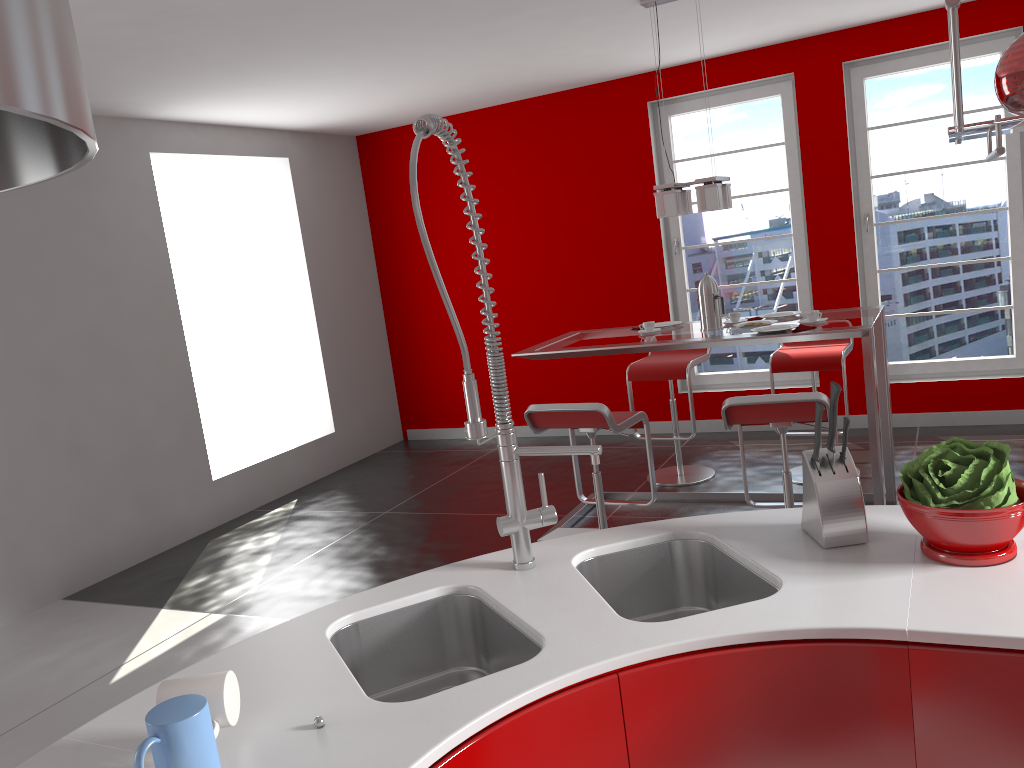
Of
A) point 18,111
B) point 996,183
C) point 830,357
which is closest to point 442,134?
point 18,111

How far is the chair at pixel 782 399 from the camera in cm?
333

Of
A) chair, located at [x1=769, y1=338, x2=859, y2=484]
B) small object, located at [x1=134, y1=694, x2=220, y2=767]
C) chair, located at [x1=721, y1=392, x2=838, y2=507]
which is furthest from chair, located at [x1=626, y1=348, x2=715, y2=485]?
small object, located at [x1=134, y1=694, x2=220, y2=767]

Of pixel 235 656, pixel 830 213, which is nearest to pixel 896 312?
pixel 830 213

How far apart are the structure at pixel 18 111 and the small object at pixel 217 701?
0.8m

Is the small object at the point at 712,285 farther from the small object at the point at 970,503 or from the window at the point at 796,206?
the small object at the point at 970,503

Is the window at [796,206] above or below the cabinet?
above

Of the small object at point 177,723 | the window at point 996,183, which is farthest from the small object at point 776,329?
the small object at point 177,723

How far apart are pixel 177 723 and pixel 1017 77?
1.5 meters

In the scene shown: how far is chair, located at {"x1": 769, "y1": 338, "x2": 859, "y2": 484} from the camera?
4.81m
